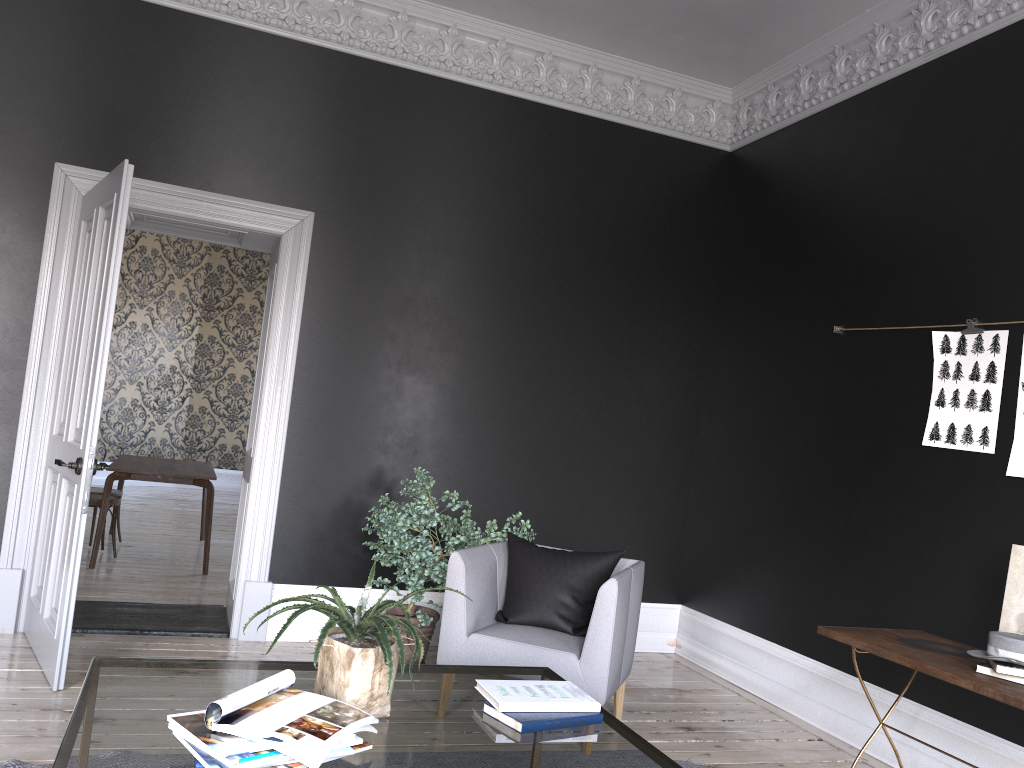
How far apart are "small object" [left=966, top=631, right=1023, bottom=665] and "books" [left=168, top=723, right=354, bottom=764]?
2.42m

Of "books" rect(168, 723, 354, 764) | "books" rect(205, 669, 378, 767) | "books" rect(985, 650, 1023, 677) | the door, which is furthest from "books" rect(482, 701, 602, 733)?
the door

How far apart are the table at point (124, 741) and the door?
1.54m

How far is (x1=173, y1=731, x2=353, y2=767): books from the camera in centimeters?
180cm

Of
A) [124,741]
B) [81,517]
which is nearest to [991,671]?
[124,741]

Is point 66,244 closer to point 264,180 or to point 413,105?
point 264,180

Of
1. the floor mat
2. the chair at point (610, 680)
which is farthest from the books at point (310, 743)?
the chair at point (610, 680)

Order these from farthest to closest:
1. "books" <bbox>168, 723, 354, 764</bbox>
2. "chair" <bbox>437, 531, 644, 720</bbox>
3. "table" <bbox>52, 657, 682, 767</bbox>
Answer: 1. "chair" <bbox>437, 531, 644, 720</bbox>
2. "table" <bbox>52, 657, 682, 767</bbox>
3. "books" <bbox>168, 723, 354, 764</bbox>

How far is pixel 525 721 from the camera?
2.3m

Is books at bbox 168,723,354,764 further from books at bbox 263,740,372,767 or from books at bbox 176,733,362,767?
books at bbox 263,740,372,767
